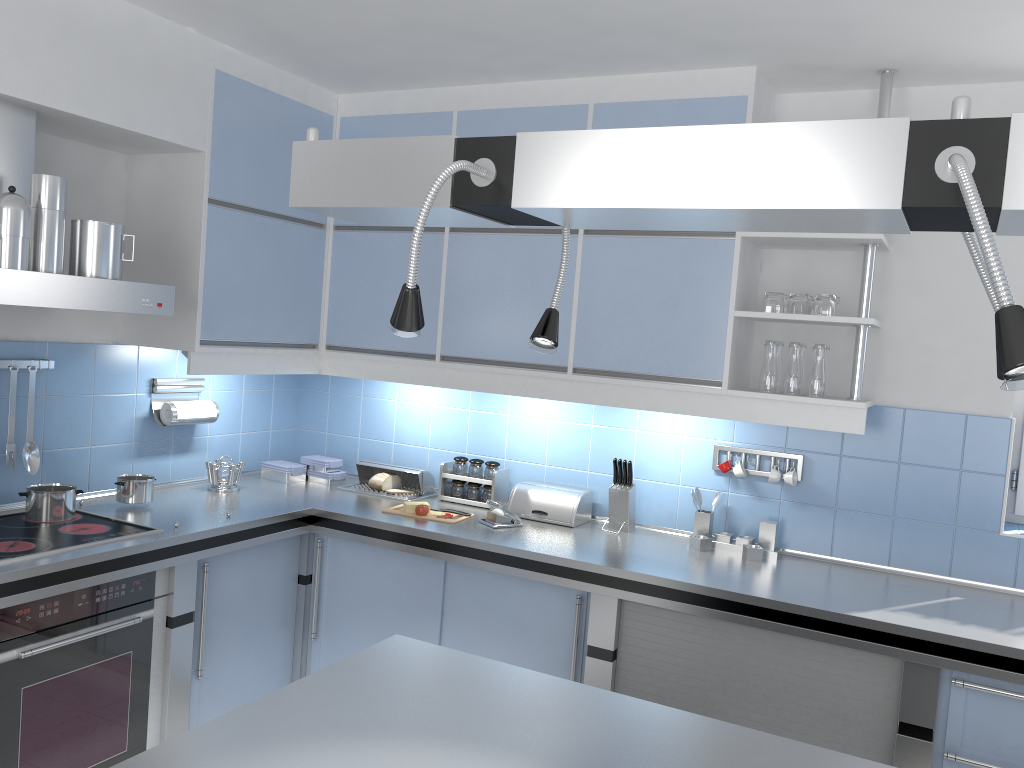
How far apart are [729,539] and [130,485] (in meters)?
2.26

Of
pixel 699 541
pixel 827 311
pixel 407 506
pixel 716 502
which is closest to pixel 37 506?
pixel 407 506

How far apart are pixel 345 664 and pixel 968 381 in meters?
2.4

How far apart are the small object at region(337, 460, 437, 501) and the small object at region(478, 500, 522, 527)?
0.5 meters

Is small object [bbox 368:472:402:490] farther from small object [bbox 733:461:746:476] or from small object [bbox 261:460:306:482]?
small object [bbox 733:461:746:476]

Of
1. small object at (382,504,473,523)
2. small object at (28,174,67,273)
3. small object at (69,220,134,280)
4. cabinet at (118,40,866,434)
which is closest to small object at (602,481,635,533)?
cabinet at (118,40,866,434)

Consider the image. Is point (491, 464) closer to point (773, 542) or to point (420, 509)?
point (420, 509)

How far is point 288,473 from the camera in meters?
4.1 m

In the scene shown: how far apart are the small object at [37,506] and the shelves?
2.31m

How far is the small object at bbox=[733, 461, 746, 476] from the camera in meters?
3.4
